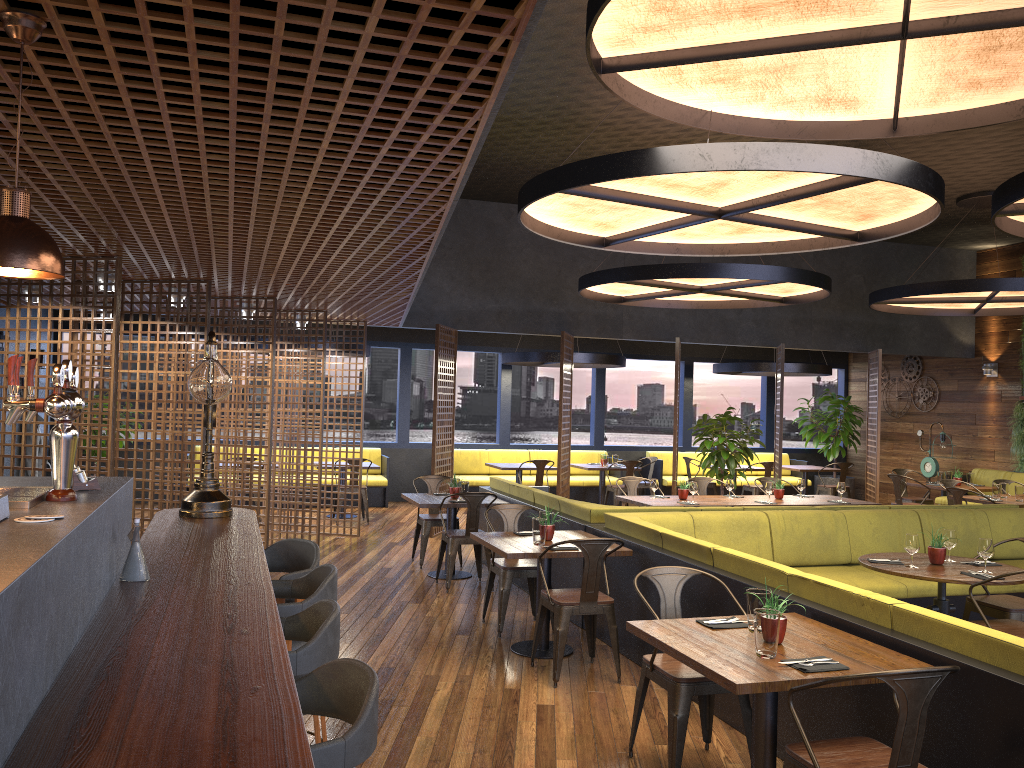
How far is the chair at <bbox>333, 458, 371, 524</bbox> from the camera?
12.14m

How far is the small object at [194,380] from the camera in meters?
4.3

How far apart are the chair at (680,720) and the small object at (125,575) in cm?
233

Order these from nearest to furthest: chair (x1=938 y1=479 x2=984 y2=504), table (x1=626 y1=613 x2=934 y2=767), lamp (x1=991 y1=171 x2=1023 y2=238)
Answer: table (x1=626 y1=613 x2=934 y2=767), lamp (x1=991 y1=171 x2=1023 y2=238), chair (x1=938 y1=479 x2=984 y2=504)

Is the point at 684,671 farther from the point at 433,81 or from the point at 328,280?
the point at 328,280

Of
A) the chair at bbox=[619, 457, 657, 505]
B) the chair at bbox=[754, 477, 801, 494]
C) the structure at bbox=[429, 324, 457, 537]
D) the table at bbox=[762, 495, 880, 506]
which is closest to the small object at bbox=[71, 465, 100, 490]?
the table at bbox=[762, 495, 880, 506]

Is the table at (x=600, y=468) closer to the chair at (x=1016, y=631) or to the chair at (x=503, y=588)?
the chair at (x=503, y=588)

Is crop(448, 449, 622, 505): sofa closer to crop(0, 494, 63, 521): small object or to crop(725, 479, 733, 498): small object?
crop(725, 479, 733, 498): small object

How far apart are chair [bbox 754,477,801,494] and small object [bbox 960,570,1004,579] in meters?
5.4

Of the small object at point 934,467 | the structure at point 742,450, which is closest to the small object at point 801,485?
the structure at point 742,450
